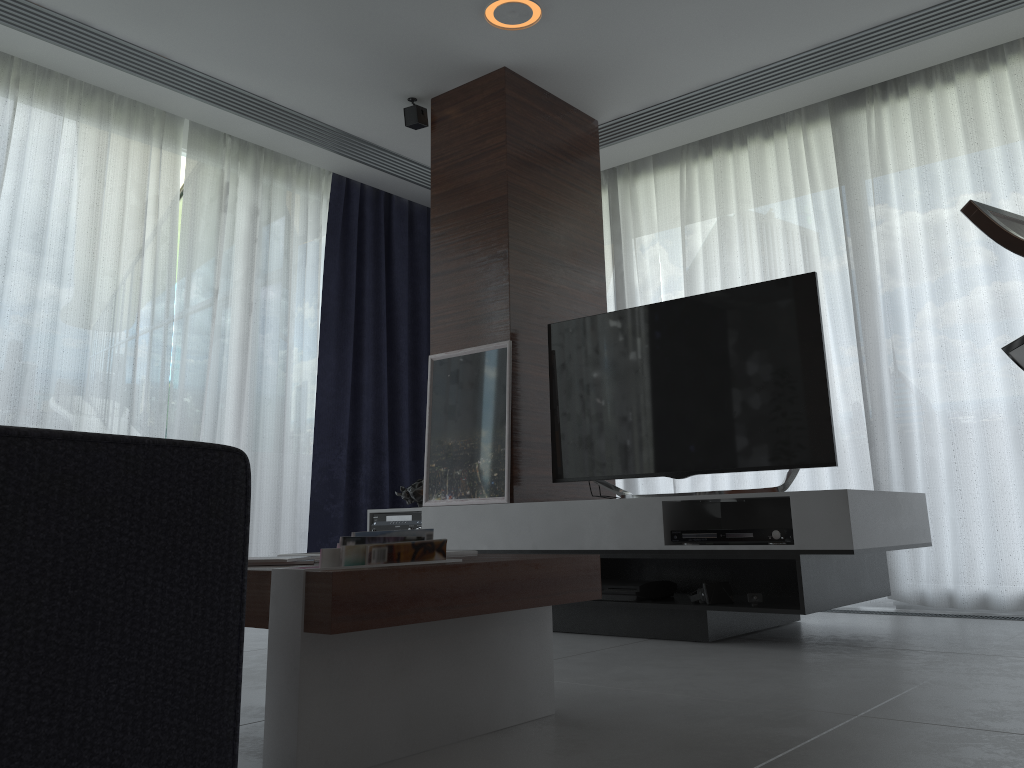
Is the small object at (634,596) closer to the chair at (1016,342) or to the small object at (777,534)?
the small object at (777,534)

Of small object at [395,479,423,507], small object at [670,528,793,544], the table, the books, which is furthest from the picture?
the books

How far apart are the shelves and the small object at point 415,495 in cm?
44

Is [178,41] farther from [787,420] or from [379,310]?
[787,420]

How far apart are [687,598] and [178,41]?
3.2m

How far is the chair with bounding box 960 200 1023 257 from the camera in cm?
82

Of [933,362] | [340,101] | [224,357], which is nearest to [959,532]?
[933,362]

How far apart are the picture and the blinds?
1.2m

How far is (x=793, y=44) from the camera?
4.0 meters

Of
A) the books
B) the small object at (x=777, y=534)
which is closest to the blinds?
the small object at (x=777, y=534)
